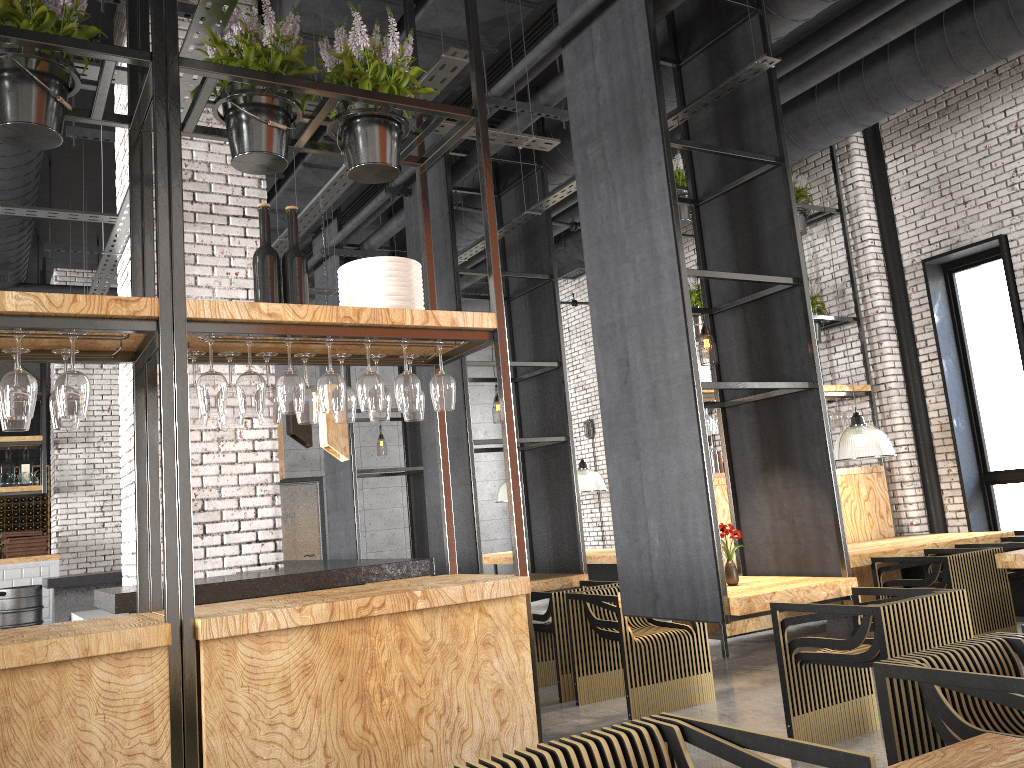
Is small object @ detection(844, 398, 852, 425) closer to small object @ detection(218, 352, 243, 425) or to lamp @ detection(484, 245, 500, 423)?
small object @ detection(218, 352, 243, 425)

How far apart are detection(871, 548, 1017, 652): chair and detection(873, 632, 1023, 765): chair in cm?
342

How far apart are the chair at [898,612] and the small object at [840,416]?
4.0 meters

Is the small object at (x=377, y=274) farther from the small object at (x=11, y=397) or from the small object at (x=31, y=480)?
the small object at (x=31, y=480)

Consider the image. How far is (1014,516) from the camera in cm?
818

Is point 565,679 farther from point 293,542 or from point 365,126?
point 293,542

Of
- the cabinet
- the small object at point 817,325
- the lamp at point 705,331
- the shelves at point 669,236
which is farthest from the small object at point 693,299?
the cabinet

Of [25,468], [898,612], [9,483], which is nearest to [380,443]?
[25,468]

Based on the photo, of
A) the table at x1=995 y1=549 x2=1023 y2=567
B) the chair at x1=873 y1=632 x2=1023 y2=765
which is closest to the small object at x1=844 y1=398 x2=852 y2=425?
the table at x1=995 y1=549 x2=1023 y2=567

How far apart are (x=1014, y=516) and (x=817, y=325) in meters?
2.5
